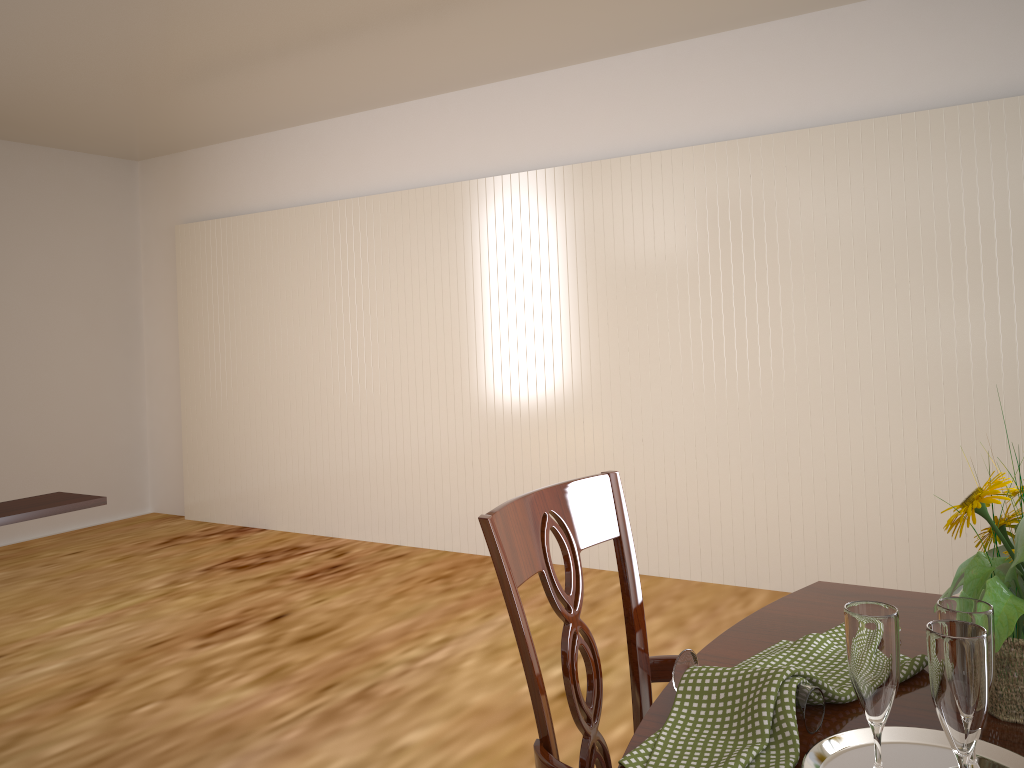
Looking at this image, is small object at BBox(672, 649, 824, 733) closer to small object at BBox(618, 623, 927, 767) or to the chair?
small object at BBox(618, 623, 927, 767)

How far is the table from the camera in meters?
0.9 m

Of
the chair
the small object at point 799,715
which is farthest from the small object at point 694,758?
the chair

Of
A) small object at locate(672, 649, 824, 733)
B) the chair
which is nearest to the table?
small object at locate(672, 649, 824, 733)

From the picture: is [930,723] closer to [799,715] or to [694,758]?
[799,715]

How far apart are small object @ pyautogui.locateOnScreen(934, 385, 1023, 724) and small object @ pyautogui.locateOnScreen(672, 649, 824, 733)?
0.2m

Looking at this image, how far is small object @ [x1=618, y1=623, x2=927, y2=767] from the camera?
0.8m

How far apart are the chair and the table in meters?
0.1

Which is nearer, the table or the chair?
the table

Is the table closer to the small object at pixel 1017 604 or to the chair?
the small object at pixel 1017 604
